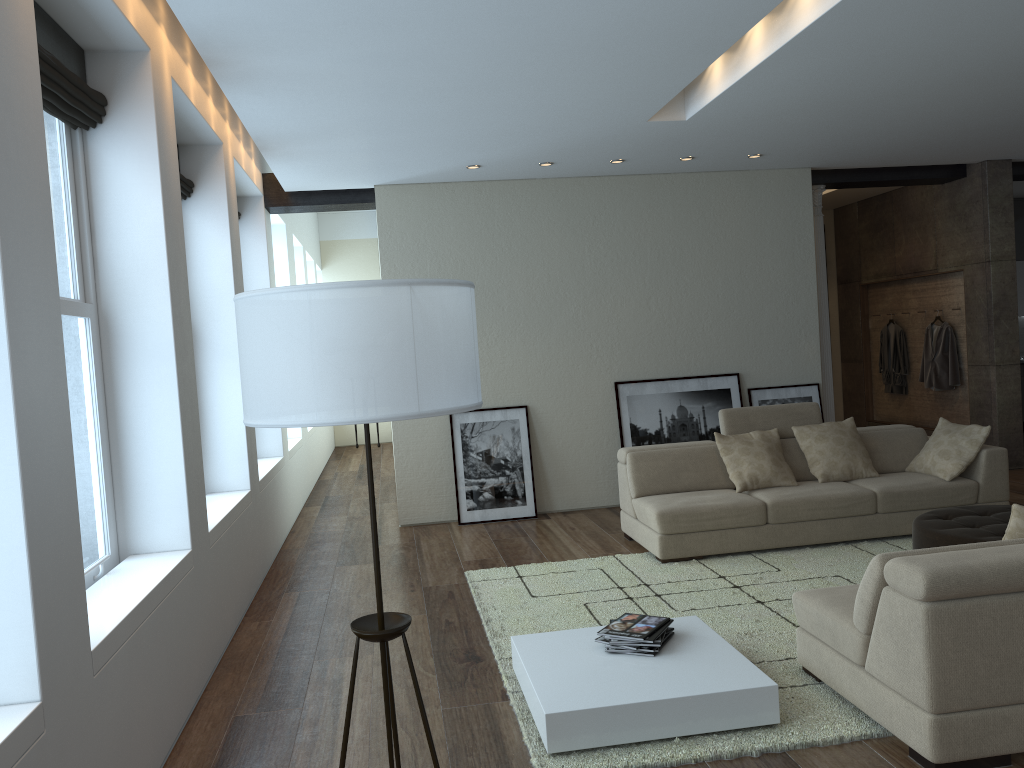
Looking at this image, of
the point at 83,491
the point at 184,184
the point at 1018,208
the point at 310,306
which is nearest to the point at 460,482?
the point at 184,184

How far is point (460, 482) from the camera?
7.8m

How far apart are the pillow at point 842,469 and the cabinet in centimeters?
648cm

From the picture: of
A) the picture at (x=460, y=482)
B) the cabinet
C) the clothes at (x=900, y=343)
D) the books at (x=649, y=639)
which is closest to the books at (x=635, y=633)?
the books at (x=649, y=639)

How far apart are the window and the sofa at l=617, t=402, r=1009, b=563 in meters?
3.3

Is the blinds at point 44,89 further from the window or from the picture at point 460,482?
the picture at point 460,482

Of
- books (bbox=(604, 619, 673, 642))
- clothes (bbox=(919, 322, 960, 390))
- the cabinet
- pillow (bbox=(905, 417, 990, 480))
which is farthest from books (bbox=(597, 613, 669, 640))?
the cabinet

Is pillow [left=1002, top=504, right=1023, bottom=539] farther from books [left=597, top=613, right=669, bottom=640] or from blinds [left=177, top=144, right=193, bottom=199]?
blinds [left=177, top=144, right=193, bottom=199]

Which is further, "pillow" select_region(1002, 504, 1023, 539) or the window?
the window

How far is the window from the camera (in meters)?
3.74
